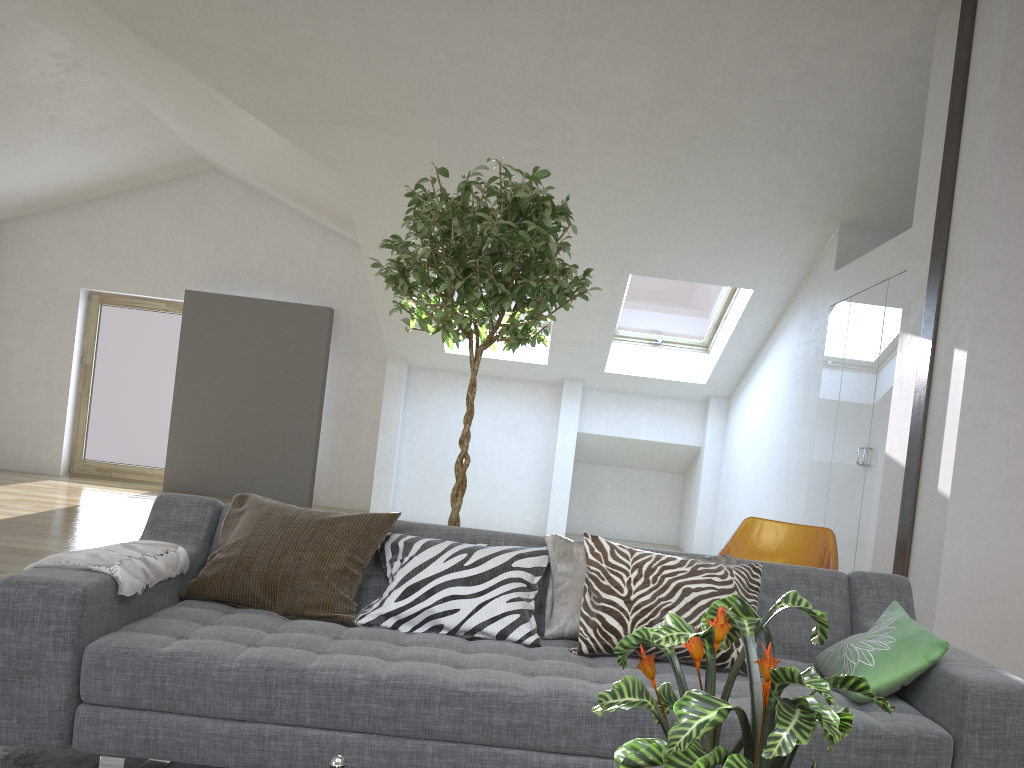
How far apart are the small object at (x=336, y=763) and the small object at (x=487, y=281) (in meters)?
2.13

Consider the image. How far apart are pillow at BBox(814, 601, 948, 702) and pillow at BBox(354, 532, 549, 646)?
0.9 meters

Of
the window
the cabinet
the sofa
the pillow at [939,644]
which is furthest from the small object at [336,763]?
the window

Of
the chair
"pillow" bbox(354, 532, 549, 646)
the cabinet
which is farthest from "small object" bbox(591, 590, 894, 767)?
the cabinet

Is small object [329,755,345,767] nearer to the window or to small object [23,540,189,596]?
small object [23,540,189,596]

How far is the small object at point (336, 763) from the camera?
1.1m

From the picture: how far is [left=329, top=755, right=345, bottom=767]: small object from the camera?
1.1m

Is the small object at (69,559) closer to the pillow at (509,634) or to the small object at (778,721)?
the pillow at (509,634)

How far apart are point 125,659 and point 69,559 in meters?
0.3

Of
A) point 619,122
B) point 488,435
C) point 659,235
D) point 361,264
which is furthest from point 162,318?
point 619,122
